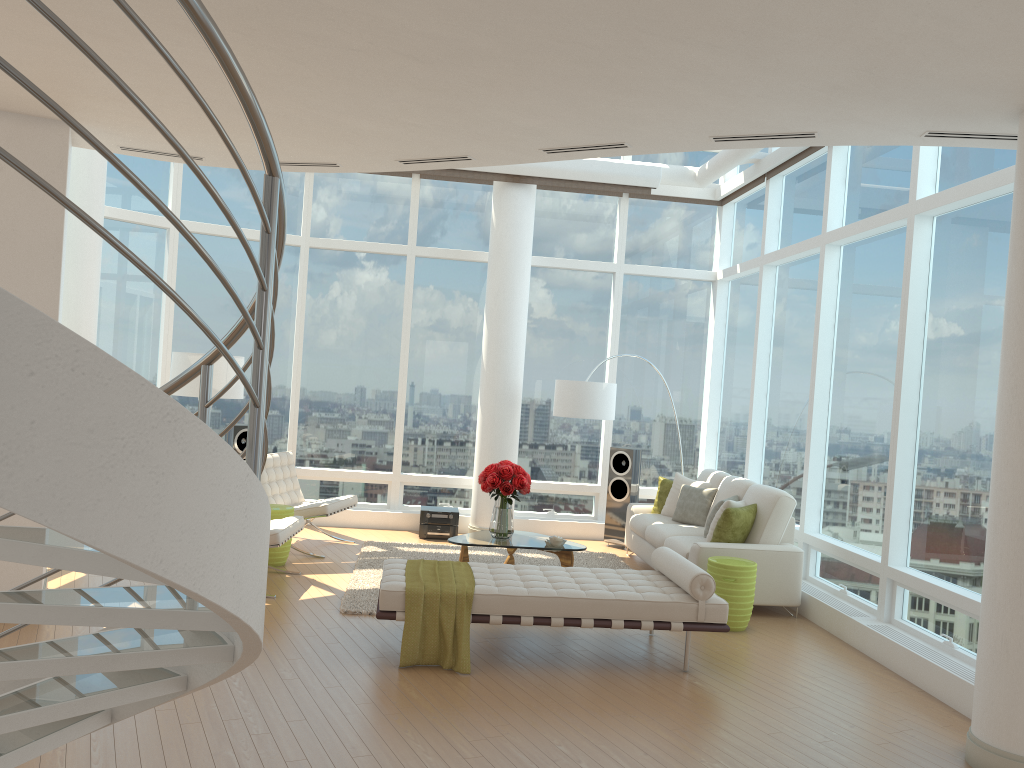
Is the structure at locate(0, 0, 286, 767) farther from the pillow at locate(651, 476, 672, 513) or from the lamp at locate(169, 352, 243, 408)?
the pillow at locate(651, 476, 672, 513)

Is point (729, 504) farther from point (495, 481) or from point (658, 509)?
point (495, 481)

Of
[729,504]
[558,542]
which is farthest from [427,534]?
[729,504]

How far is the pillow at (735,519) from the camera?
7.53m

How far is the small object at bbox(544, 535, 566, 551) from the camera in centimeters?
785cm

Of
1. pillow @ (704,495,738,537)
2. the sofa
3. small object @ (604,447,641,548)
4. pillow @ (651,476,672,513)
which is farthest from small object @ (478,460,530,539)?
small object @ (604,447,641,548)

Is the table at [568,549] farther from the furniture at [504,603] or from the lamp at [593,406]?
the lamp at [593,406]

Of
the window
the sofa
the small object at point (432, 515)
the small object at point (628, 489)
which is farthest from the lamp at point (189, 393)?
the small object at point (628, 489)

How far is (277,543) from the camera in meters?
7.0 m

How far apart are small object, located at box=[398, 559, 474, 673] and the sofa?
2.1 meters
